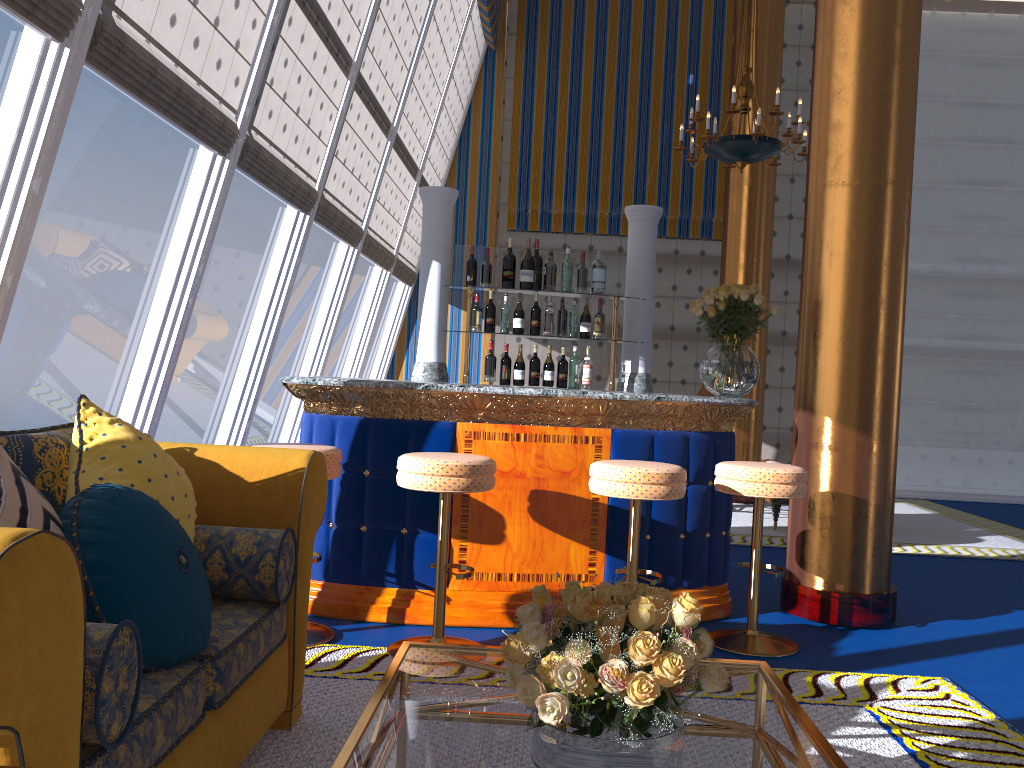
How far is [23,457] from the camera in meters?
2.1

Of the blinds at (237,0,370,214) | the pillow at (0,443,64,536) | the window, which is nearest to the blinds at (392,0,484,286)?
the window

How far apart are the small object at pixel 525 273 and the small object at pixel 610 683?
3.4m

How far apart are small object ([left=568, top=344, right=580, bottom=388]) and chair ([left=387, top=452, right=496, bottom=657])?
1.85m

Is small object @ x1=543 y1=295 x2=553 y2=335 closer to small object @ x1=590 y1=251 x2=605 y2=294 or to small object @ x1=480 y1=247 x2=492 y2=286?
small object @ x1=590 y1=251 x2=605 y2=294

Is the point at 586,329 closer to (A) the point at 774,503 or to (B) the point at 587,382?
(B) the point at 587,382

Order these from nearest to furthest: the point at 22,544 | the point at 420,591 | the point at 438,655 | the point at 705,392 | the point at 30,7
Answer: the point at 22,544
the point at 438,655
the point at 30,7
the point at 420,591
the point at 705,392

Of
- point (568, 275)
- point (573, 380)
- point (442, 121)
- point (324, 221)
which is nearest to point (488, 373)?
point (573, 380)

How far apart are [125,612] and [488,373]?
3.4m

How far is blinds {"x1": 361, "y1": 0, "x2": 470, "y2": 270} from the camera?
8.00m
